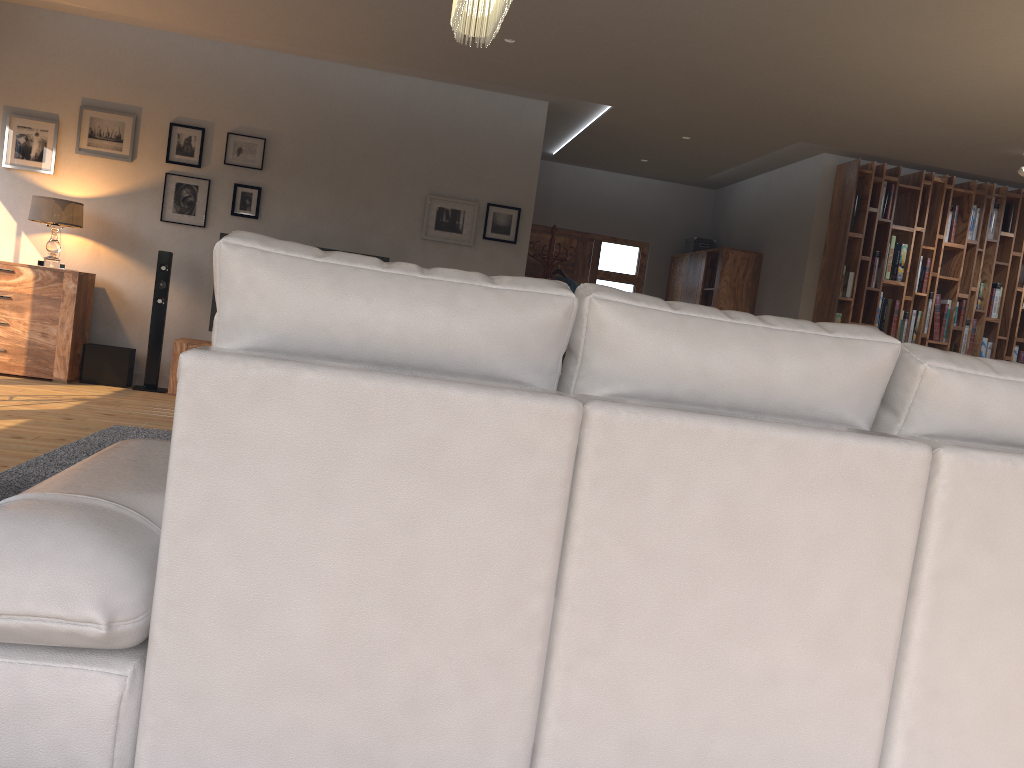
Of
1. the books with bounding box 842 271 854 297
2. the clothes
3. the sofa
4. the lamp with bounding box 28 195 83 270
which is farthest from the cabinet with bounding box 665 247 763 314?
the sofa

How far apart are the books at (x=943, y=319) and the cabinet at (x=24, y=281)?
7.1 meters

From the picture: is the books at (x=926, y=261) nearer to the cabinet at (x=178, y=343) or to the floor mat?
the cabinet at (x=178, y=343)

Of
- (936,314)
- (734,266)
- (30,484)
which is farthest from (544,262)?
(30,484)

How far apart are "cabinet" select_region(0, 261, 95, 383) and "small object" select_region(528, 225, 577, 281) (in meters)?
3.81

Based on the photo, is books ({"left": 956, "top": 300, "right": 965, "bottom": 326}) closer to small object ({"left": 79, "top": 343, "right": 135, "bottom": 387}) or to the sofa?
the sofa

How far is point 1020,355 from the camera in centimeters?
799cm

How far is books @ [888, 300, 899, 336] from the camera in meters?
7.8

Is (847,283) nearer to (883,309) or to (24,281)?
(883,309)

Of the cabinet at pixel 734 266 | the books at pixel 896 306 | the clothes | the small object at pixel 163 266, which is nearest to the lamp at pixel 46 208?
the small object at pixel 163 266
